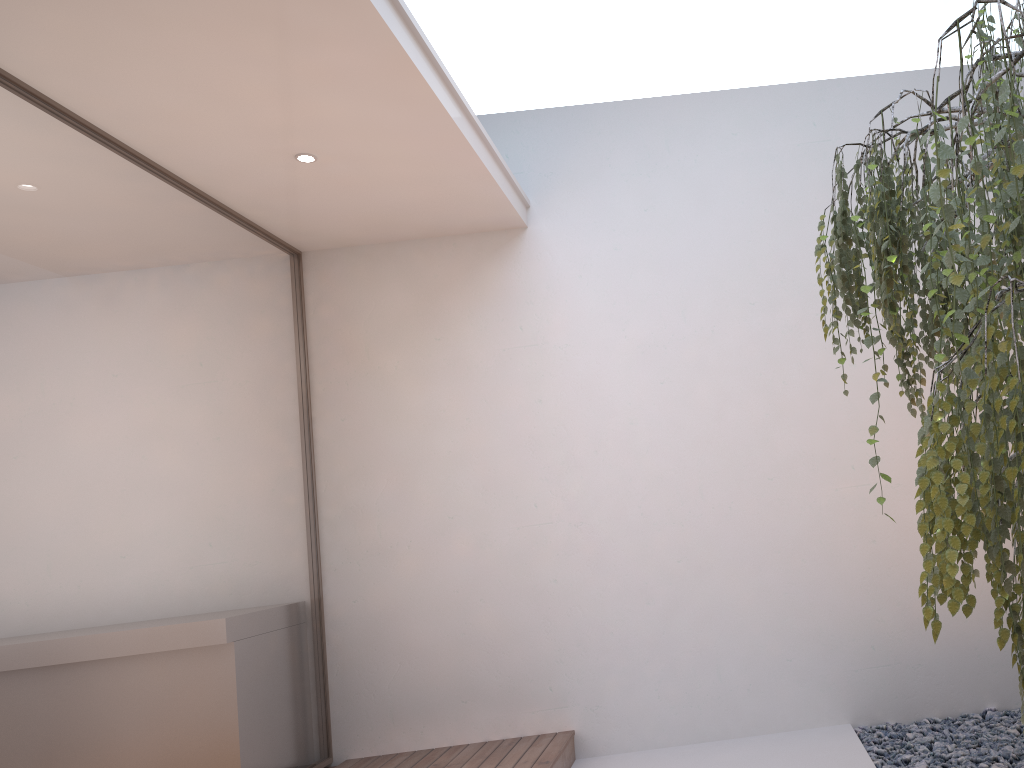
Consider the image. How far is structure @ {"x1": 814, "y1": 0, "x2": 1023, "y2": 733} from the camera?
1.16m

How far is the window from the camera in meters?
2.8

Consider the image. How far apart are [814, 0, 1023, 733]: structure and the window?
2.4 meters

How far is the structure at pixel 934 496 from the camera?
1.2m

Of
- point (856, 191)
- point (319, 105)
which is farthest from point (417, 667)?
point (856, 191)

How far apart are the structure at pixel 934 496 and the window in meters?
2.4 m

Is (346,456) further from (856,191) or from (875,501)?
(856,191)

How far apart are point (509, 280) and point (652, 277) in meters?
0.7

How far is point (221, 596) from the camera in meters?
3.6 m

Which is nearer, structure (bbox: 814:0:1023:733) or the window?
structure (bbox: 814:0:1023:733)
